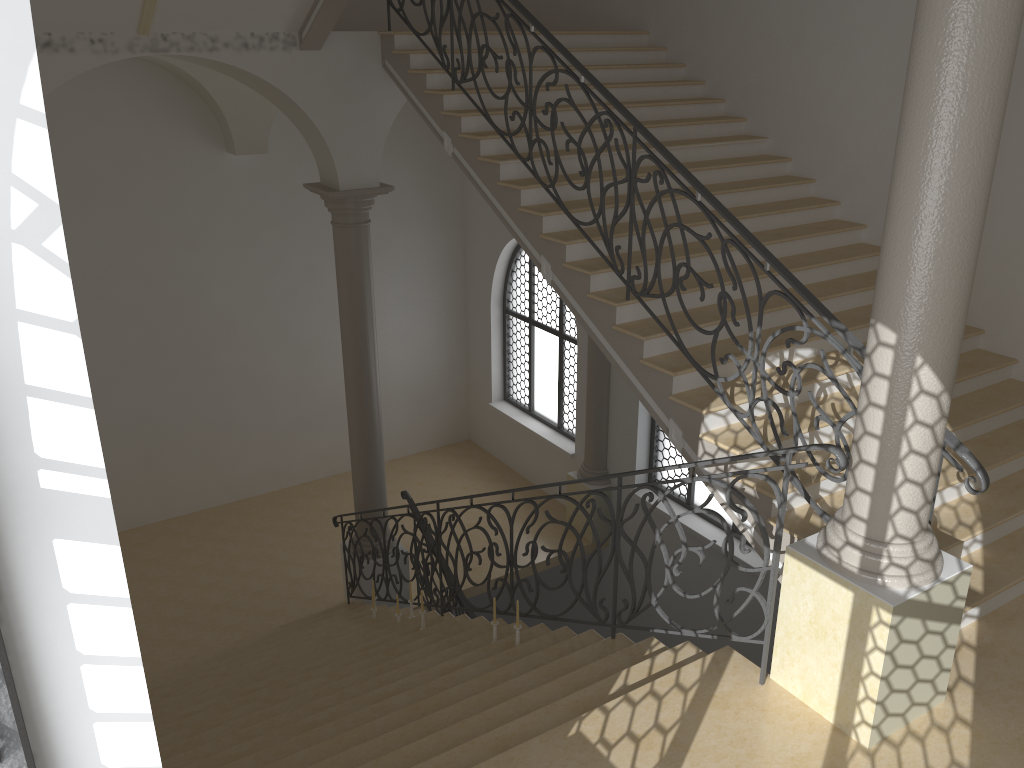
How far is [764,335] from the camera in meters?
6.4 m

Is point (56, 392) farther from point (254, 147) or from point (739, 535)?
point (254, 147)

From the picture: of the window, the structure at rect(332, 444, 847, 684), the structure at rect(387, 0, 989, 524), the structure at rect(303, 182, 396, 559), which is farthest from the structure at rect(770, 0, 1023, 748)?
the structure at rect(303, 182, 396, 559)

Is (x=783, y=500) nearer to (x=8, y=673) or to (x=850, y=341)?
(x=850, y=341)

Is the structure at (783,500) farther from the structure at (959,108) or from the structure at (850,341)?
the structure at (850,341)

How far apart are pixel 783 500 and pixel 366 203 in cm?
583

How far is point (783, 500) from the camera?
4.2m

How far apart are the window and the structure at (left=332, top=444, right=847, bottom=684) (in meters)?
3.22

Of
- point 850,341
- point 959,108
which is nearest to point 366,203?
point 850,341

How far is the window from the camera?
1.57m
